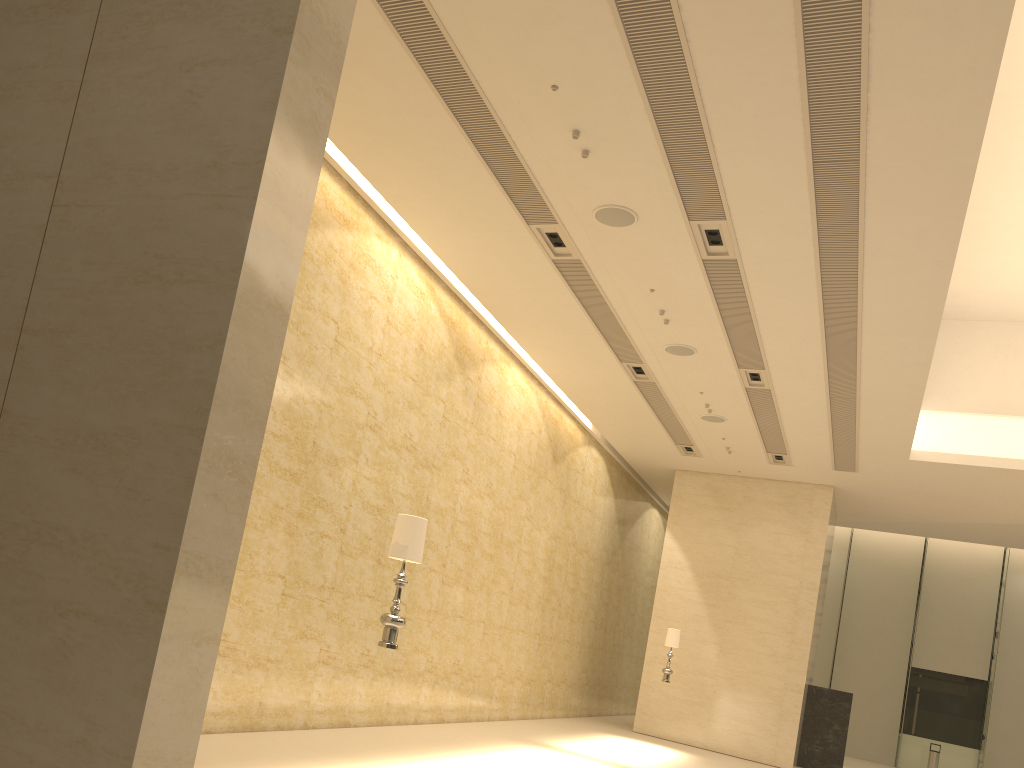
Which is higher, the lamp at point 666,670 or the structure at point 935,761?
the lamp at point 666,670

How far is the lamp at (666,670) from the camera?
16.3 meters

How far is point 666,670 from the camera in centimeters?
1628cm

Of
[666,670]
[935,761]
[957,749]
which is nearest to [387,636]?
[666,670]

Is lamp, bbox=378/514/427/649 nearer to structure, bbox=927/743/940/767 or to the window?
structure, bbox=927/743/940/767

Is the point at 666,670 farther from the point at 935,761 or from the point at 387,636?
the point at 935,761

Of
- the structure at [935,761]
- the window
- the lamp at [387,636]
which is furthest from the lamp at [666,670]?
the window

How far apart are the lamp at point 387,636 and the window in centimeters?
2500cm

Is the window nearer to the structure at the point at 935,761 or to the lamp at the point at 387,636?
the structure at the point at 935,761

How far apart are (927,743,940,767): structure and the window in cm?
160
